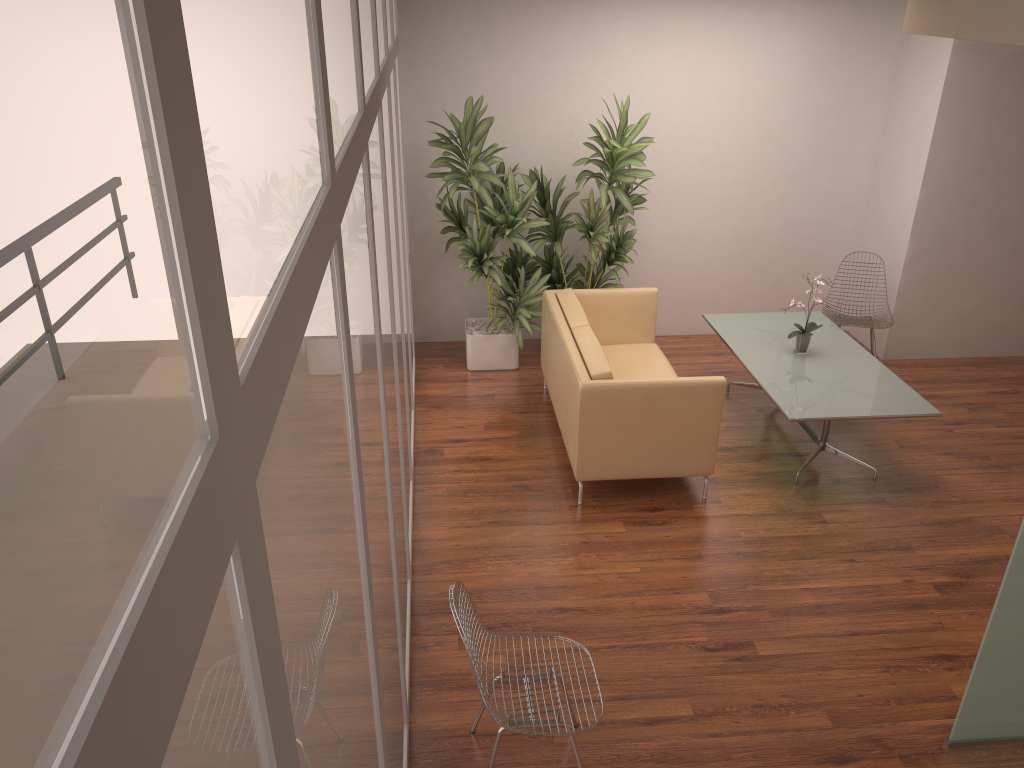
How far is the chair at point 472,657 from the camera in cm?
299

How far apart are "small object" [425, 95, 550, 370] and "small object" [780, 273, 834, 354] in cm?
200

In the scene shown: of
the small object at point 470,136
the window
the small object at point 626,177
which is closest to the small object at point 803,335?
the small object at point 626,177

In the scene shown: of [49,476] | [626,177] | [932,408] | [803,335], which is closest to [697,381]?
[803,335]

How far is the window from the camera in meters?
0.4 m

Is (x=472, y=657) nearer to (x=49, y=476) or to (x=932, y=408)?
(x=49, y=476)

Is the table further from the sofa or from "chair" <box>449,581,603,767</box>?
"chair" <box>449,581,603,767</box>

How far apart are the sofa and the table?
0.4 meters

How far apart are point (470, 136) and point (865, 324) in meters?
3.4

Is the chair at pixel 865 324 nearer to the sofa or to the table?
the table
